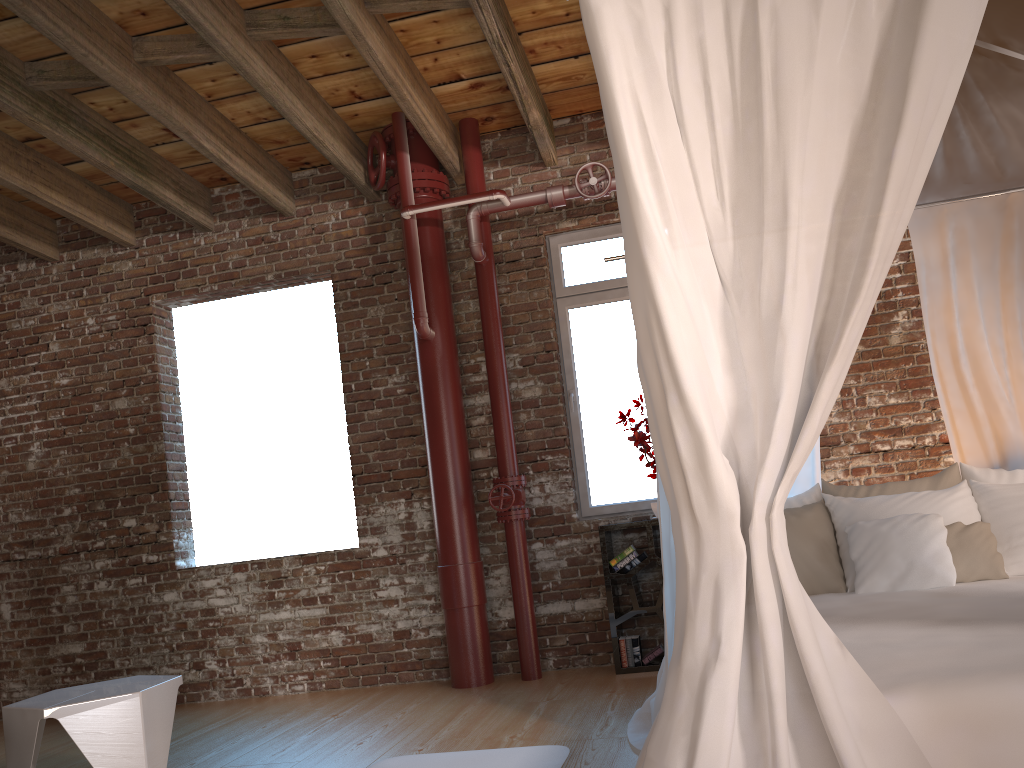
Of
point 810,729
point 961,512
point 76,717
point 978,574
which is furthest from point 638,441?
point 810,729

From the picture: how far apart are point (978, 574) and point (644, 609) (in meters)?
1.98

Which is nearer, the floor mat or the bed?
the bed

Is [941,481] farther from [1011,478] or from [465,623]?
[465,623]

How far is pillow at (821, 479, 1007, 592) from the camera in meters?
3.4 m

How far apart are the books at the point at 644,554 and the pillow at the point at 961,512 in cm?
145

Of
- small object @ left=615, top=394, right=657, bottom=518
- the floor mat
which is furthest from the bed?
small object @ left=615, top=394, right=657, bottom=518

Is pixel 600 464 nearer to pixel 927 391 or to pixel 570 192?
pixel 570 192

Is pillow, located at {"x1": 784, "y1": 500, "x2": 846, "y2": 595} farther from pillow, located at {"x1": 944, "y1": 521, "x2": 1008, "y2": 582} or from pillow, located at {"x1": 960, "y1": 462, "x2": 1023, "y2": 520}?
pillow, located at {"x1": 960, "y1": 462, "x2": 1023, "y2": 520}

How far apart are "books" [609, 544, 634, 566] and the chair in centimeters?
238cm
